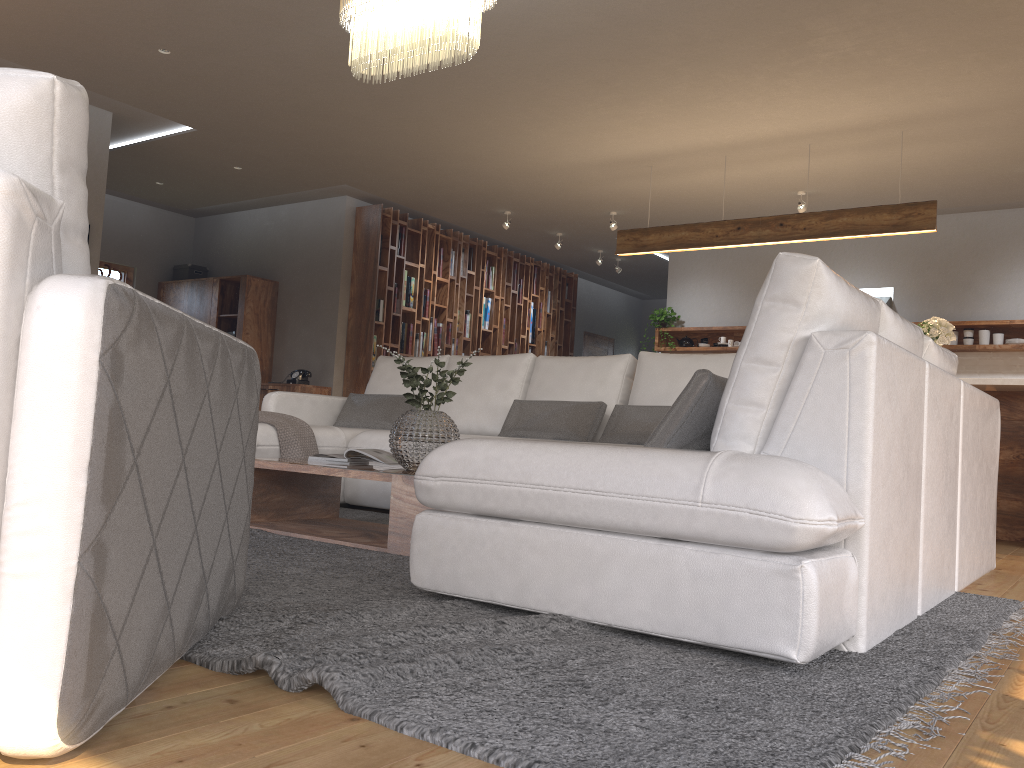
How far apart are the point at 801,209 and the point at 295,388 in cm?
495

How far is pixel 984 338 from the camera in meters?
7.9

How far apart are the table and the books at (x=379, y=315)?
4.9m

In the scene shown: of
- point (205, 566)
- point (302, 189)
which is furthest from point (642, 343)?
point (205, 566)

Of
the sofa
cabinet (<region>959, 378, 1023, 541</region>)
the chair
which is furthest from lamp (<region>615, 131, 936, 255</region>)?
the chair

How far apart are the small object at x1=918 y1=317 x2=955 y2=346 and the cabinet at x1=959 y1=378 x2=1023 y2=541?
0.40m

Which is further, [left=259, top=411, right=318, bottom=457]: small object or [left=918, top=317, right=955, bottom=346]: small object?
[left=918, top=317, right=955, bottom=346]: small object

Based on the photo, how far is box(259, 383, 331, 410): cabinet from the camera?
8.6 meters

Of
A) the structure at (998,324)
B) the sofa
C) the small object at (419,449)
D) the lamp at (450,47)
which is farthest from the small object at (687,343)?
the small object at (419,449)

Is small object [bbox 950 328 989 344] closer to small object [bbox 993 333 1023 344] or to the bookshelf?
small object [bbox 993 333 1023 344]
